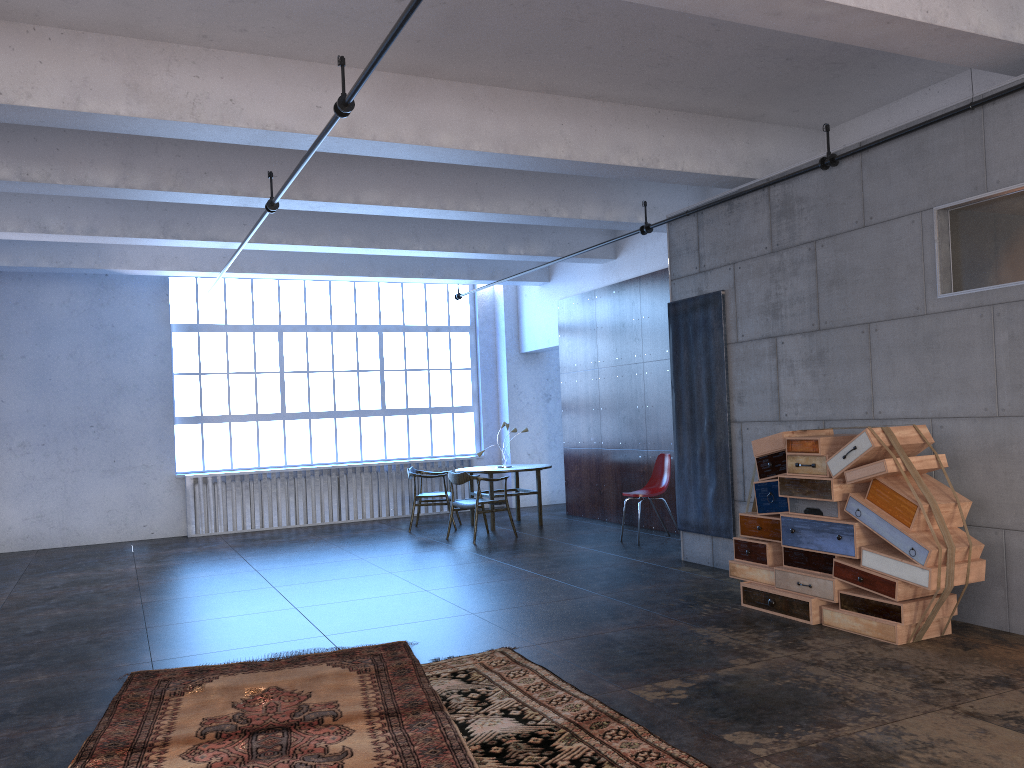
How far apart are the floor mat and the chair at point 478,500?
4.8 meters

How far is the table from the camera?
11.40m

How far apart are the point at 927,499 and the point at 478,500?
6.1m

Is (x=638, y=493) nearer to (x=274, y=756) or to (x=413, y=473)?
(x=413, y=473)

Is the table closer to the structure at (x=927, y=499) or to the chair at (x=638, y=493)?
the chair at (x=638, y=493)

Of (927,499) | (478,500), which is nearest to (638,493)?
(478,500)

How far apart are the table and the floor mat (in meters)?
5.73

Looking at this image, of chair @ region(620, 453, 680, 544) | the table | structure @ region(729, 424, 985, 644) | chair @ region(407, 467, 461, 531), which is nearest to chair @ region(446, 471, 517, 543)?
the table

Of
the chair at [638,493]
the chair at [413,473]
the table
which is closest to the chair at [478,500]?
the table

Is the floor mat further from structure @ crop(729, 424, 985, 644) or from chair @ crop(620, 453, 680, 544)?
chair @ crop(620, 453, 680, 544)
